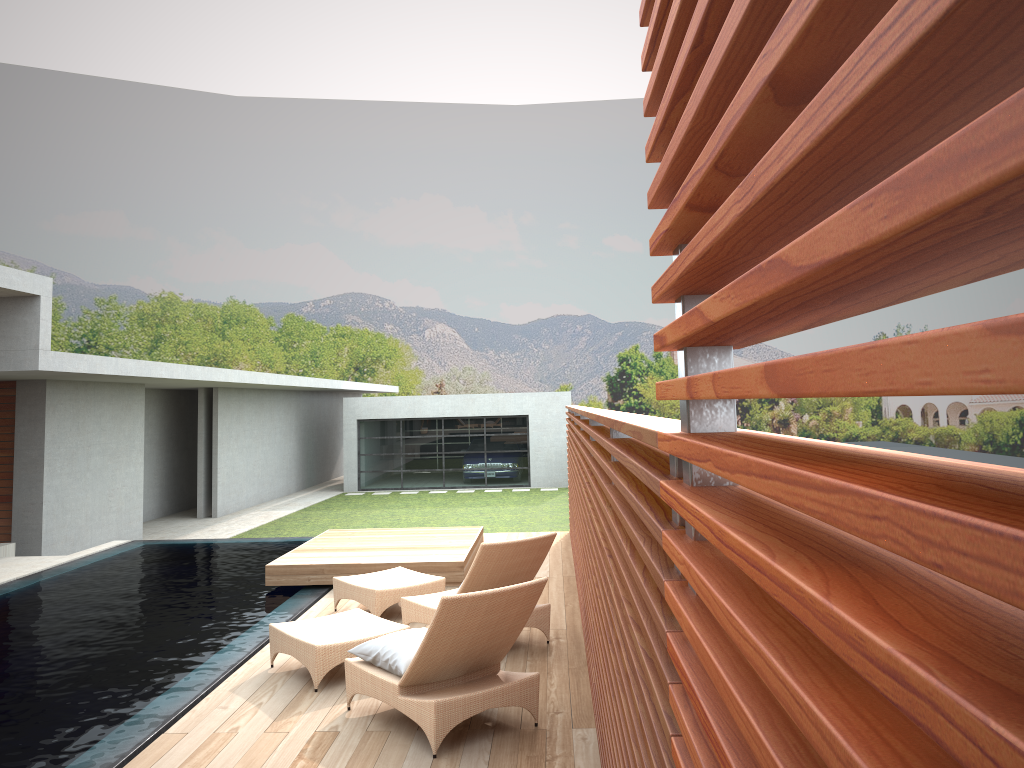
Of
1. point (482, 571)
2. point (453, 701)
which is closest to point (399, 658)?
point (453, 701)

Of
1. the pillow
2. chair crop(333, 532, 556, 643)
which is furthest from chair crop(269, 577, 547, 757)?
chair crop(333, 532, 556, 643)

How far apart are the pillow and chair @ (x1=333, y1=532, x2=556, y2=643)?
1.0m

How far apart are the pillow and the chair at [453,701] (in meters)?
0.03

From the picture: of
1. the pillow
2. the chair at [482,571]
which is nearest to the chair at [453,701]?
the pillow

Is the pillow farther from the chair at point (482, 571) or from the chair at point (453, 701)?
the chair at point (482, 571)

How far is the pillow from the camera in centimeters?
510cm

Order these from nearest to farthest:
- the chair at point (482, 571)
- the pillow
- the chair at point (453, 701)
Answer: the chair at point (453, 701) → the pillow → the chair at point (482, 571)

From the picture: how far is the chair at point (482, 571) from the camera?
6.45m

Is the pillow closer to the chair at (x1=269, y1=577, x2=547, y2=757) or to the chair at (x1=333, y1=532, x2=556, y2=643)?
the chair at (x1=269, y1=577, x2=547, y2=757)
